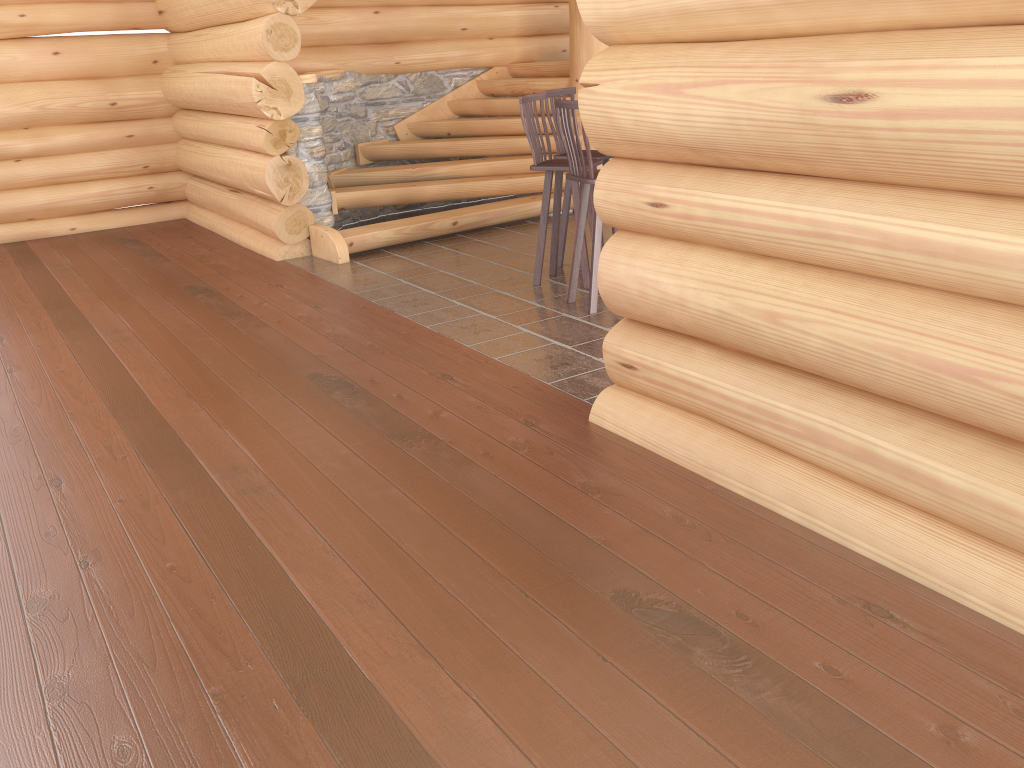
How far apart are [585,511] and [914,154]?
1.64m

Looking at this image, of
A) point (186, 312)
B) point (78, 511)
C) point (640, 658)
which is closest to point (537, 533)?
point (640, 658)

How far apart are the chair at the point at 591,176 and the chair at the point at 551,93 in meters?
0.8

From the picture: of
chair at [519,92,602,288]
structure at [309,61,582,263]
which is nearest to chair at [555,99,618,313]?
chair at [519,92,602,288]

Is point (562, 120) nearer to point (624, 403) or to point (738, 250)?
point (624, 403)

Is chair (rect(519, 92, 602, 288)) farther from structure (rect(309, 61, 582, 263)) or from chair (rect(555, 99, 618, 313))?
structure (rect(309, 61, 582, 263))

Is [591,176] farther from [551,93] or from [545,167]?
[551,93]

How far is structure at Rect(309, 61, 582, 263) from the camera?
7.89m

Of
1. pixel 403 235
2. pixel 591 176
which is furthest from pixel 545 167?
pixel 403 235

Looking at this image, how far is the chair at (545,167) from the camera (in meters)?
6.10
